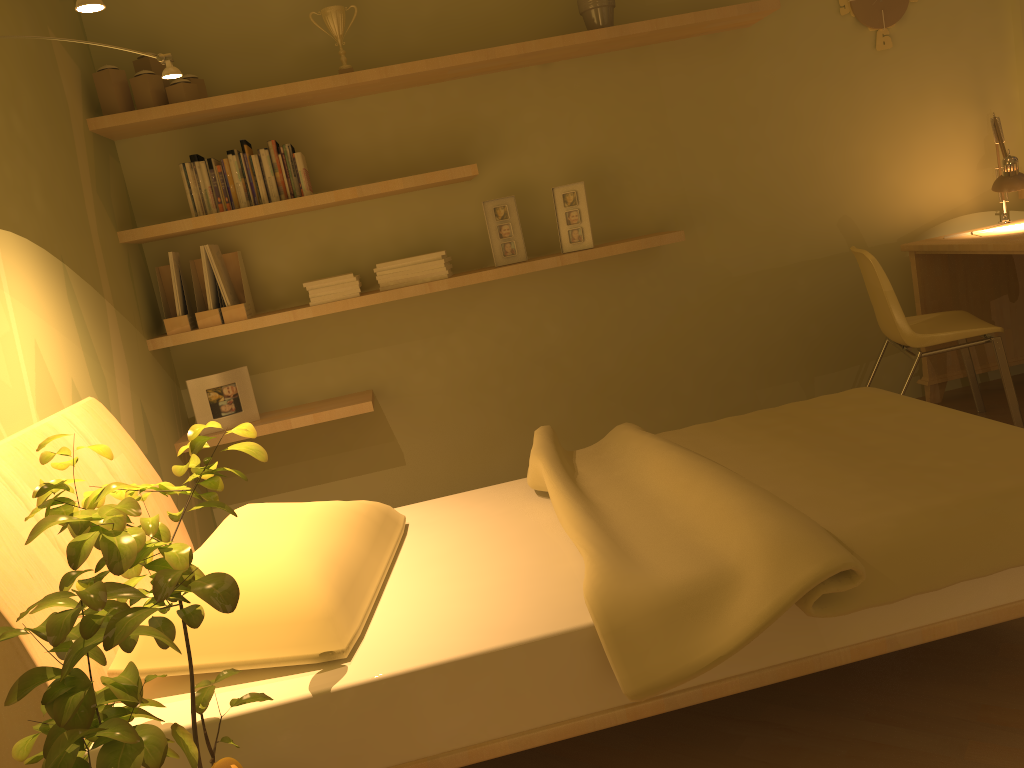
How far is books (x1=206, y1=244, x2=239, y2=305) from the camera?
3.3 meters

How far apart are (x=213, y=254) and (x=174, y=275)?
0.2 meters

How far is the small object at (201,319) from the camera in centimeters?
330cm

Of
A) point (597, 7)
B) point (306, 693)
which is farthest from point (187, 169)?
point (306, 693)

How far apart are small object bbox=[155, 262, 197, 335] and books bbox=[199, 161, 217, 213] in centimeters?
36cm

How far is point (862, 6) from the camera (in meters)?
3.75

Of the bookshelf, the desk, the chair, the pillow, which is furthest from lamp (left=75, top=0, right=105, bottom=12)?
the desk

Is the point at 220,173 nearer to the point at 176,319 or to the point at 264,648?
the point at 176,319

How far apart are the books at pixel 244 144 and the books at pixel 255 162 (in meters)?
0.03

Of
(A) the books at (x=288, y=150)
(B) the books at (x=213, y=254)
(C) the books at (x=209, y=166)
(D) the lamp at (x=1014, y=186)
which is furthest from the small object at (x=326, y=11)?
(D) the lamp at (x=1014, y=186)
